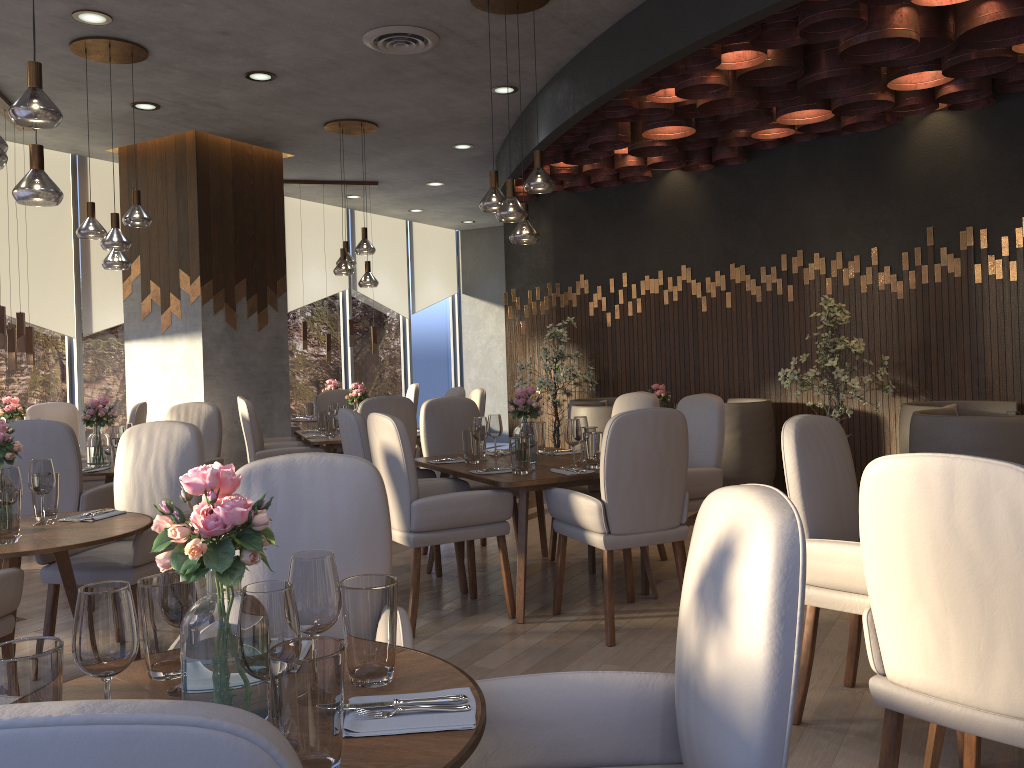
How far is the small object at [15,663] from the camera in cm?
121

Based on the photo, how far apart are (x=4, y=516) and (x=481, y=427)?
2.48m

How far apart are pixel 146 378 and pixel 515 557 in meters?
4.1

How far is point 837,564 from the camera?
2.8 meters

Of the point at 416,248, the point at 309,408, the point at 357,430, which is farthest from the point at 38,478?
the point at 416,248

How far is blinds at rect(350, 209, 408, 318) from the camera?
11.5m

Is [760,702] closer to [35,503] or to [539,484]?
[539,484]

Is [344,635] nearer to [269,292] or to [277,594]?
[277,594]

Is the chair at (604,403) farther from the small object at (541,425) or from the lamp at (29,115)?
the lamp at (29,115)

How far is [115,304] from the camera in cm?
831
